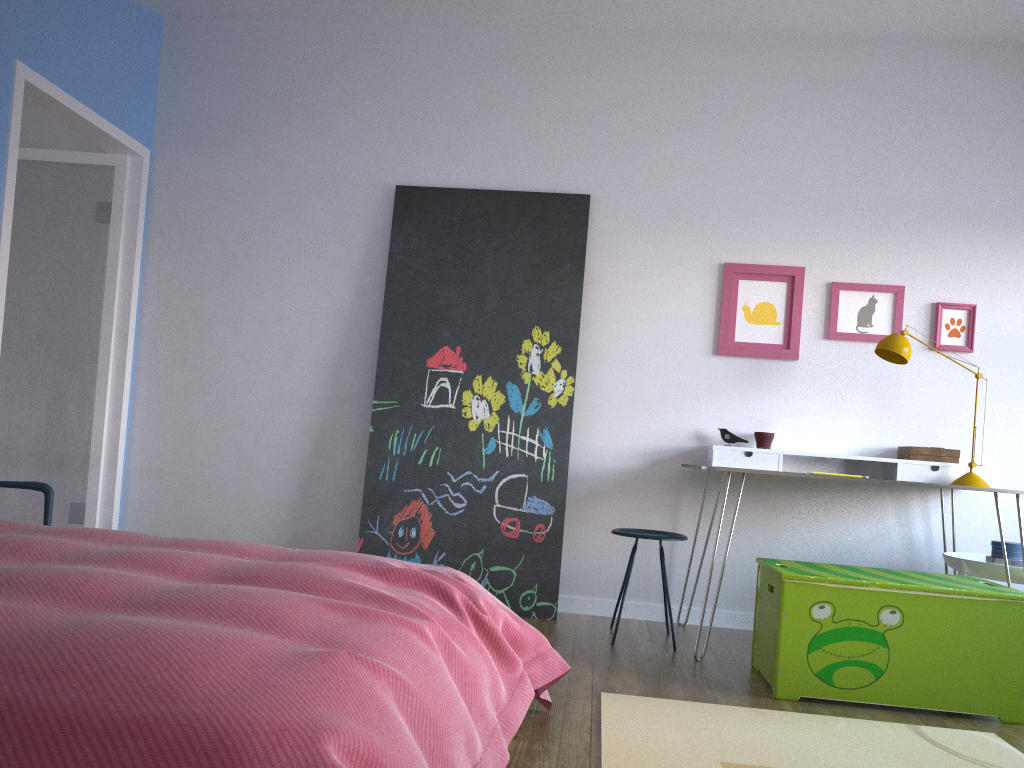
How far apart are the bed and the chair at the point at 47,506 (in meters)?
0.98

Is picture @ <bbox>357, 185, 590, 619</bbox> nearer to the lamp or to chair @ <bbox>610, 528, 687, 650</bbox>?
chair @ <bbox>610, 528, 687, 650</bbox>

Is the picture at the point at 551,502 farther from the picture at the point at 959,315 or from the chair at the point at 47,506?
the chair at the point at 47,506

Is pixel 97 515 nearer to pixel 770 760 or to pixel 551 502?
pixel 551 502

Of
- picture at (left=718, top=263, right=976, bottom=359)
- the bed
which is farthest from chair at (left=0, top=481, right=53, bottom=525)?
picture at (left=718, top=263, right=976, bottom=359)

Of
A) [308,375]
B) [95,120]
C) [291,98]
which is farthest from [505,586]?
[95,120]

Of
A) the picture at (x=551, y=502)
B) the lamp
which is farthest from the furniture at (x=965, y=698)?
the picture at (x=551, y=502)

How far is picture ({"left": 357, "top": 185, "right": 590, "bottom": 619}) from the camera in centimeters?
407cm

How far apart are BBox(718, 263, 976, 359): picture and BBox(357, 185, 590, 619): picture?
0.69m

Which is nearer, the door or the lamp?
the lamp
